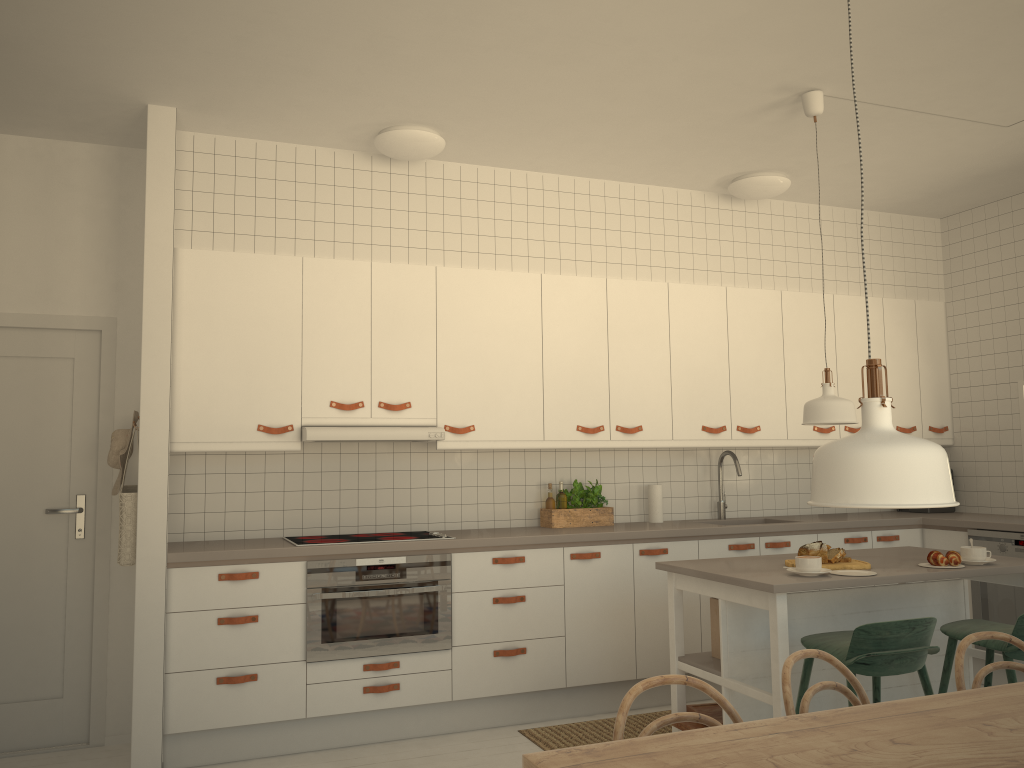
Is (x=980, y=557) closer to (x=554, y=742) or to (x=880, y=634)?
(x=880, y=634)

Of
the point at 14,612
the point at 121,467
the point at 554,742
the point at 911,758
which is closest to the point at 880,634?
the point at 911,758

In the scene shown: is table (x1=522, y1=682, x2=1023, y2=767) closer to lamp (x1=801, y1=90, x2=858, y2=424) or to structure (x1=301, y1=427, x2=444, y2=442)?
lamp (x1=801, y1=90, x2=858, y2=424)

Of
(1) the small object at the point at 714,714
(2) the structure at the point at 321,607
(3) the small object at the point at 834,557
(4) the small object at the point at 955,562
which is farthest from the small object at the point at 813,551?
(2) the structure at the point at 321,607

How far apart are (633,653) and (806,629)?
1.24m

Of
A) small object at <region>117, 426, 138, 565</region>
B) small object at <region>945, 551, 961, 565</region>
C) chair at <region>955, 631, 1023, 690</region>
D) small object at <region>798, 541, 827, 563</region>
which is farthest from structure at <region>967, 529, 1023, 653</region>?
small object at <region>117, 426, 138, 565</region>

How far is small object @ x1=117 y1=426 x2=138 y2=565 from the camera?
3.78m

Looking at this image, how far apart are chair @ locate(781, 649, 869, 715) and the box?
1.46m

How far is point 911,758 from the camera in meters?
1.6 m

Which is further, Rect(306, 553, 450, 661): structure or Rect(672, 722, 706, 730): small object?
Rect(306, 553, 450, 661): structure
